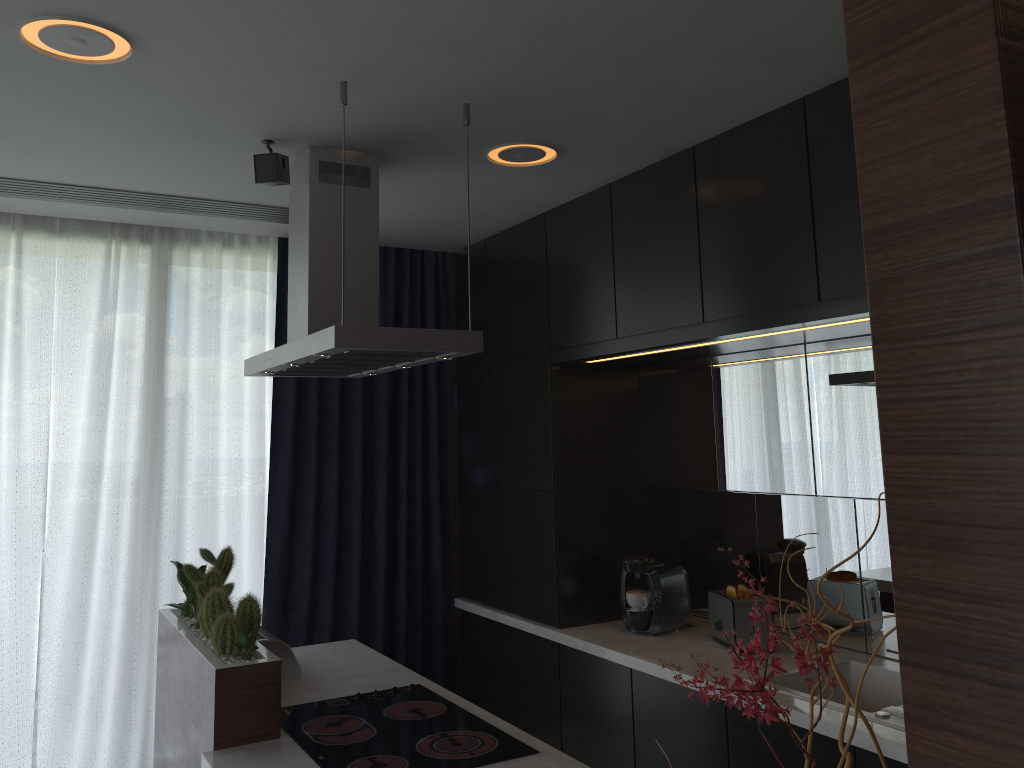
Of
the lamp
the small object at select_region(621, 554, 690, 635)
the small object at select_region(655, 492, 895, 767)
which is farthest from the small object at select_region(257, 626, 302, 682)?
the small object at select_region(655, 492, 895, 767)

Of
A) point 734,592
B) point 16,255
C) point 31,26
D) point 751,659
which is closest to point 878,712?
point 734,592

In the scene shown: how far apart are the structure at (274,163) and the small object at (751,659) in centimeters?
242cm

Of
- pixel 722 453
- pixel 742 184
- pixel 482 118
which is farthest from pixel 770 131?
pixel 722 453

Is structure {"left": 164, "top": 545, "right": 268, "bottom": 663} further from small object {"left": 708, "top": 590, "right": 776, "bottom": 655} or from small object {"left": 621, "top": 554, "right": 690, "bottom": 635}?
small object {"left": 708, "top": 590, "right": 776, "bottom": 655}

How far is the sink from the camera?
2.5m

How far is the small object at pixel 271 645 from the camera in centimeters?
304cm

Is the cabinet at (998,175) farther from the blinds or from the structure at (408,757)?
the blinds

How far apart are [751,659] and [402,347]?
1.87m

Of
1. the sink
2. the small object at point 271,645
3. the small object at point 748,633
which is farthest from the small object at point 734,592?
the small object at point 271,645
